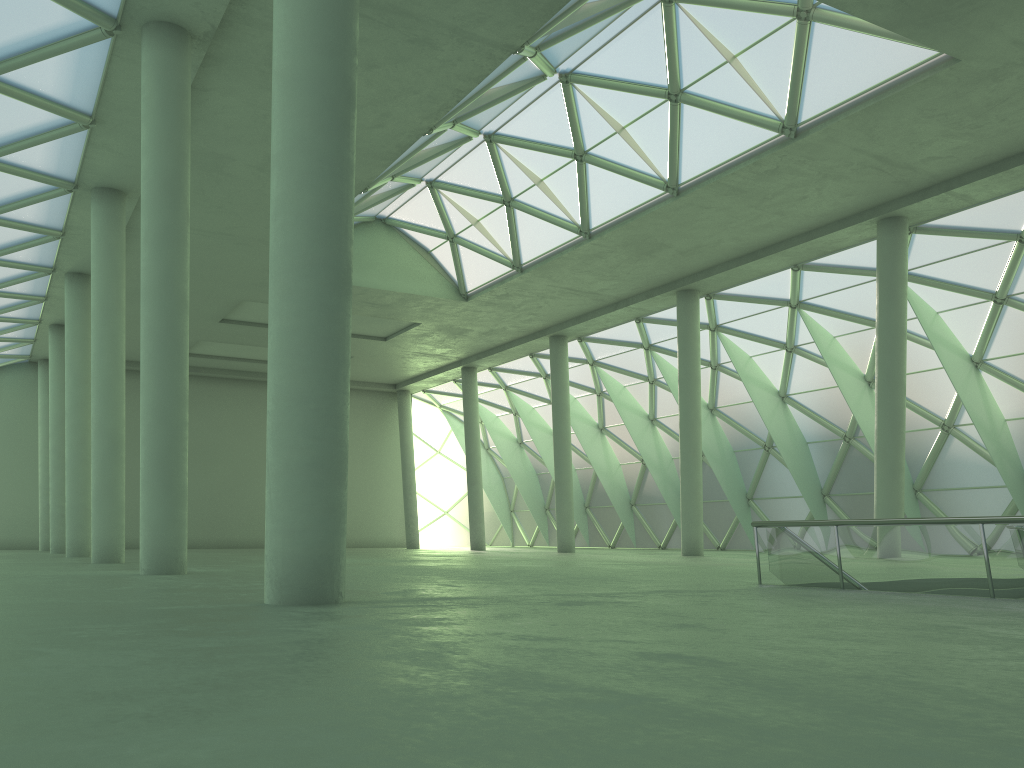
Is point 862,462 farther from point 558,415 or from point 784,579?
point 784,579
